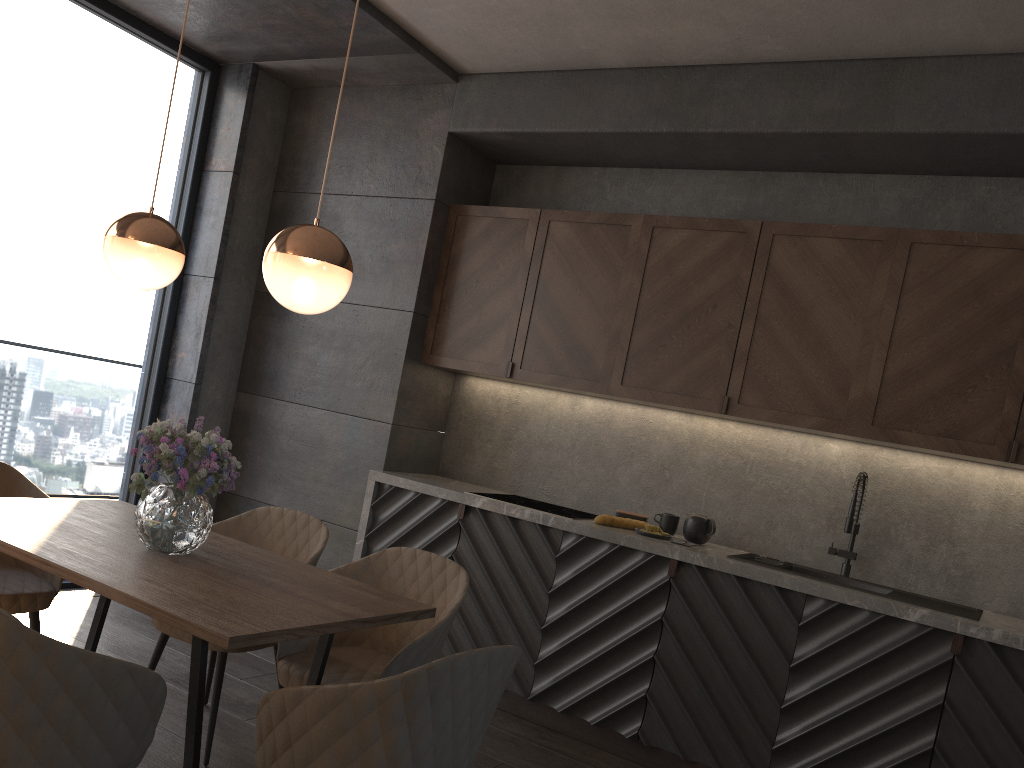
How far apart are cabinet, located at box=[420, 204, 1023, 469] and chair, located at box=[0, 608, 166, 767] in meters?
2.7

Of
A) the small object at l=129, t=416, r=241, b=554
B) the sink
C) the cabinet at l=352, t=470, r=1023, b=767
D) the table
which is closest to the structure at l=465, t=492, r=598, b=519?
the cabinet at l=352, t=470, r=1023, b=767

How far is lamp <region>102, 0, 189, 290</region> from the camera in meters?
2.7 m

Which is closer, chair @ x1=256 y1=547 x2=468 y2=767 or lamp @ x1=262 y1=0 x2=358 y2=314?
lamp @ x1=262 y1=0 x2=358 y2=314

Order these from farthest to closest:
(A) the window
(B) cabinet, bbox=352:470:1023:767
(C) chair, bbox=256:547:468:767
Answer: (A) the window
(B) cabinet, bbox=352:470:1023:767
(C) chair, bbox=256:547:468:767

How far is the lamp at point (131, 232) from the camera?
2.67m

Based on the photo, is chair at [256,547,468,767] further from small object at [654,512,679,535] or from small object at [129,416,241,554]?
small object at [654,512,679,535]

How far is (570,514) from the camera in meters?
4.2

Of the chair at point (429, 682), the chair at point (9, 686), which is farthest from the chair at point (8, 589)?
the chair at point (429, 682)

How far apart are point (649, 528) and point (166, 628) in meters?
2.0 m
